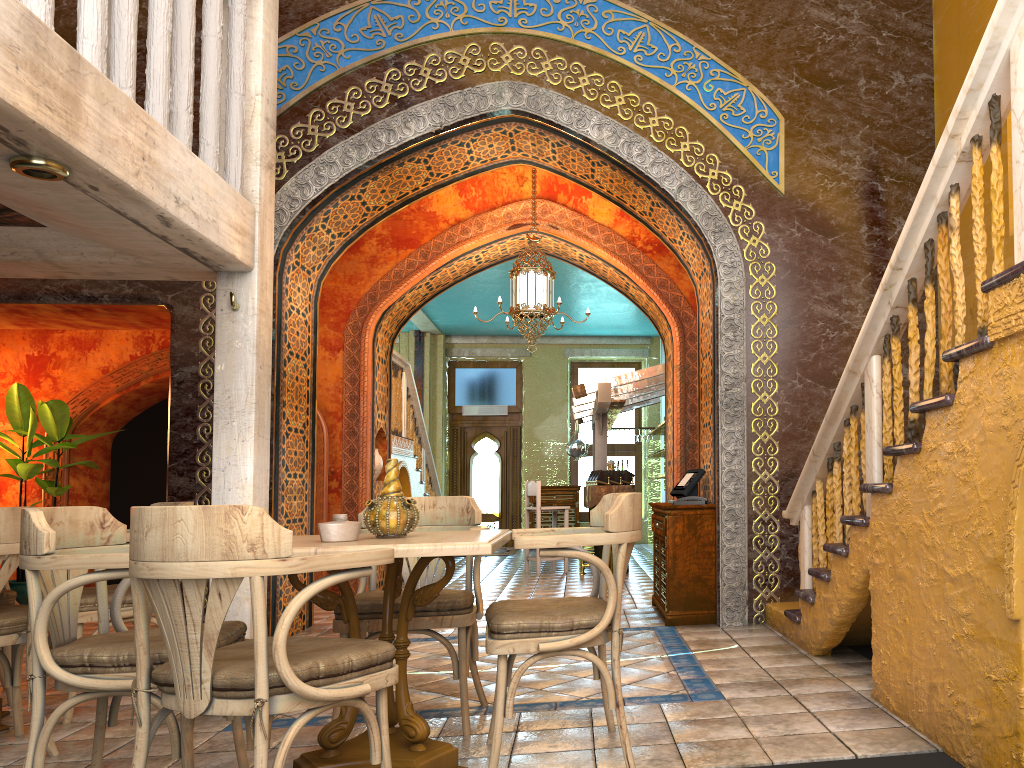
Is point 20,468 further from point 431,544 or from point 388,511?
point 431,544

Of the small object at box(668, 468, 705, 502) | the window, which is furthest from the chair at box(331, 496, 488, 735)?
the window

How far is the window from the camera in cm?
1814

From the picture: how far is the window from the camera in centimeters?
1814cm

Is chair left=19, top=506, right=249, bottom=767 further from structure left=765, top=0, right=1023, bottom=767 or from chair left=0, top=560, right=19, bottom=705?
structure left=765, top=0, right=1023, bottom=767

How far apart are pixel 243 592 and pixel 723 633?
3.5m

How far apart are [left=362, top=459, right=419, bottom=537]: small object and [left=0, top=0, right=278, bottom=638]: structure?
1.7m

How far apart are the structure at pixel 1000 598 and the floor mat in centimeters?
1003cm

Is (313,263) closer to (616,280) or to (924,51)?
(616,280)

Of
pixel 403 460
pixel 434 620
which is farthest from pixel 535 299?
pixel 434 620
